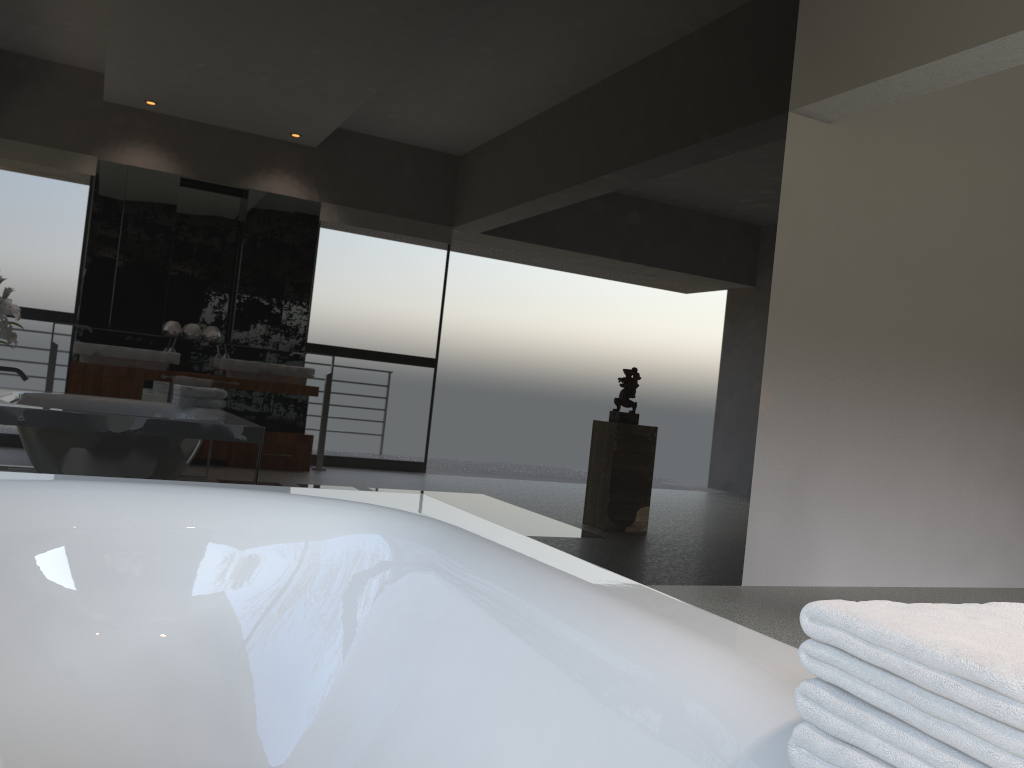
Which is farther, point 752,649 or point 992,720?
point 752,649

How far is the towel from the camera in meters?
0.6 m

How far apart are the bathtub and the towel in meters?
Answer: 0.1 m

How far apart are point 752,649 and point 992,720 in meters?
0.5 m

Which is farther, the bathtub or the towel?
the bathtub

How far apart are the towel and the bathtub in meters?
0.1

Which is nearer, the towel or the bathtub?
the towel

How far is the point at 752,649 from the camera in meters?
1.1 m

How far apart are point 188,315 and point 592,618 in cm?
237

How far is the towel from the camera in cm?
58
